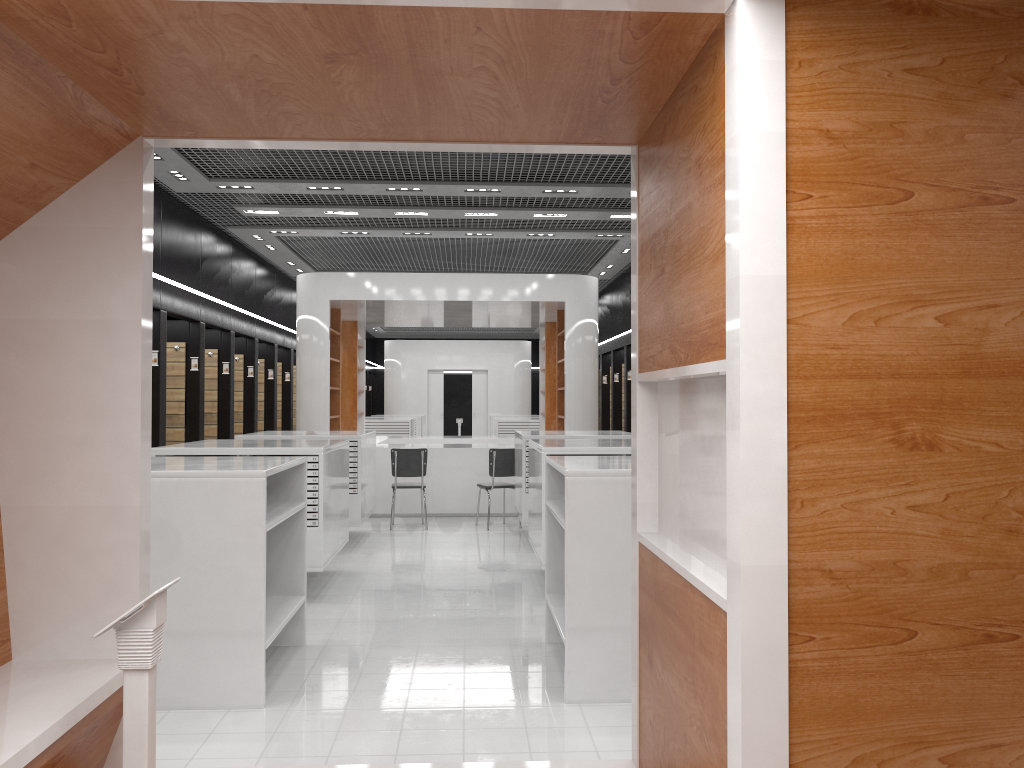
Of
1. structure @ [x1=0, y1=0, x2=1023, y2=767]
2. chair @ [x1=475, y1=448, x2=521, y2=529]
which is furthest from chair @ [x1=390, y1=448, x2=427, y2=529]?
structure @ [x1=0, y1=0, x2=1023, y2=767]

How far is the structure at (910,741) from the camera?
2.0m

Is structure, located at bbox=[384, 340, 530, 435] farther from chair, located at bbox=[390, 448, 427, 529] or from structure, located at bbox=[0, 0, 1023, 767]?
structure, located at bbox=[0, 0, 1023, 767]

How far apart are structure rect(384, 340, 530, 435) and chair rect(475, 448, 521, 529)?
14.3 meters

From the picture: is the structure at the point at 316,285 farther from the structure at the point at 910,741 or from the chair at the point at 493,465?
the structure at the point at 910,741

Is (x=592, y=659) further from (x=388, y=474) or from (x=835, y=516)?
(x=388, y=474)

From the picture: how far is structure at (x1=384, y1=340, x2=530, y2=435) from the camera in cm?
2523

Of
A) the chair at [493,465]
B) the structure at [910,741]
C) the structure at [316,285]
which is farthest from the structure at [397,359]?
the structure at [910,741]

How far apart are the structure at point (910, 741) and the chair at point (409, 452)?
7.72m

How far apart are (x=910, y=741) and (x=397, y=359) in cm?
2368
